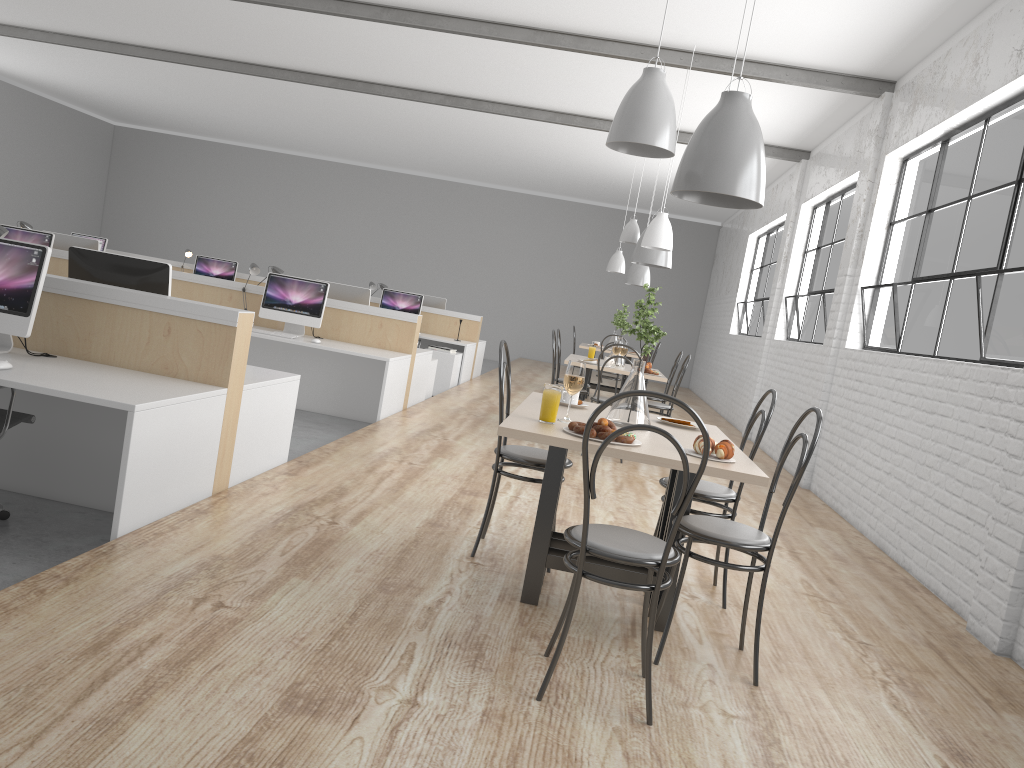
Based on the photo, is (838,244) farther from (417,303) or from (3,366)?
(3,366)

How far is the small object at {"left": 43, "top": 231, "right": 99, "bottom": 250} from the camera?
6.32m

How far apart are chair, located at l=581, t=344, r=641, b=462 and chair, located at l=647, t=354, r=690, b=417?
0.4 meters

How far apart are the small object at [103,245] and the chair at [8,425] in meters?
6.7

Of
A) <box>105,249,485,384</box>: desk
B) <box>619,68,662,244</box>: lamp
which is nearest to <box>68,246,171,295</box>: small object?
<box>619,68,662,244</box>: lamp

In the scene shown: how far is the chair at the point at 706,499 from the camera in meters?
2.7 m

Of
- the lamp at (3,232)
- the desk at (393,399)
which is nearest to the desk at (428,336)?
the desk at (393,399)

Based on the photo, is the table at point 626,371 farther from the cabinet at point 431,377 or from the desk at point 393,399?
the cabinet at point 431,377

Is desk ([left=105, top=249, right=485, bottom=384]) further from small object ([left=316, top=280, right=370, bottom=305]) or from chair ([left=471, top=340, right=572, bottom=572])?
chair ([left=471, top=340, right=572, bottom=572])

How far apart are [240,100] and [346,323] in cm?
555
